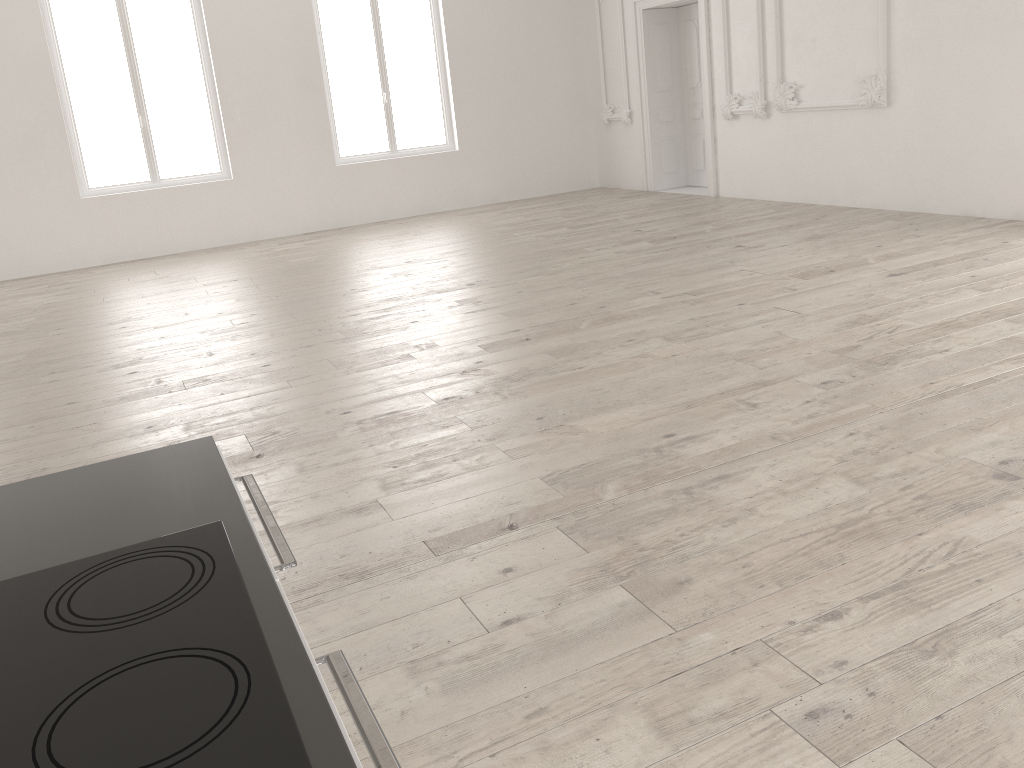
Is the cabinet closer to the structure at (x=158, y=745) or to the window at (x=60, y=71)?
the structure at (x=158, y=745)

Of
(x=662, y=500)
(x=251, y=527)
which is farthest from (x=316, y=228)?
(x=251, y=527)

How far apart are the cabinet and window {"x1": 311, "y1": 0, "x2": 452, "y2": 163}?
10.76m

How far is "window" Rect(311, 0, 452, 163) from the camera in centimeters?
1158cm

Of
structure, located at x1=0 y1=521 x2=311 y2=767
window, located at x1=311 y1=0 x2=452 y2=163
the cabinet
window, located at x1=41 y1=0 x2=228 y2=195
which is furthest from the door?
structure, located at x1=0 y1=521 x2=311 y2=767

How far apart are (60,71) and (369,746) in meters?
11.3 m

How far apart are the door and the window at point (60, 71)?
5.5m

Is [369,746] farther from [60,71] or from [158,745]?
[60,71]

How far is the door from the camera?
11.3 meters

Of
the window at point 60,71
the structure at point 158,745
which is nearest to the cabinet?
the structure at point 158,745
